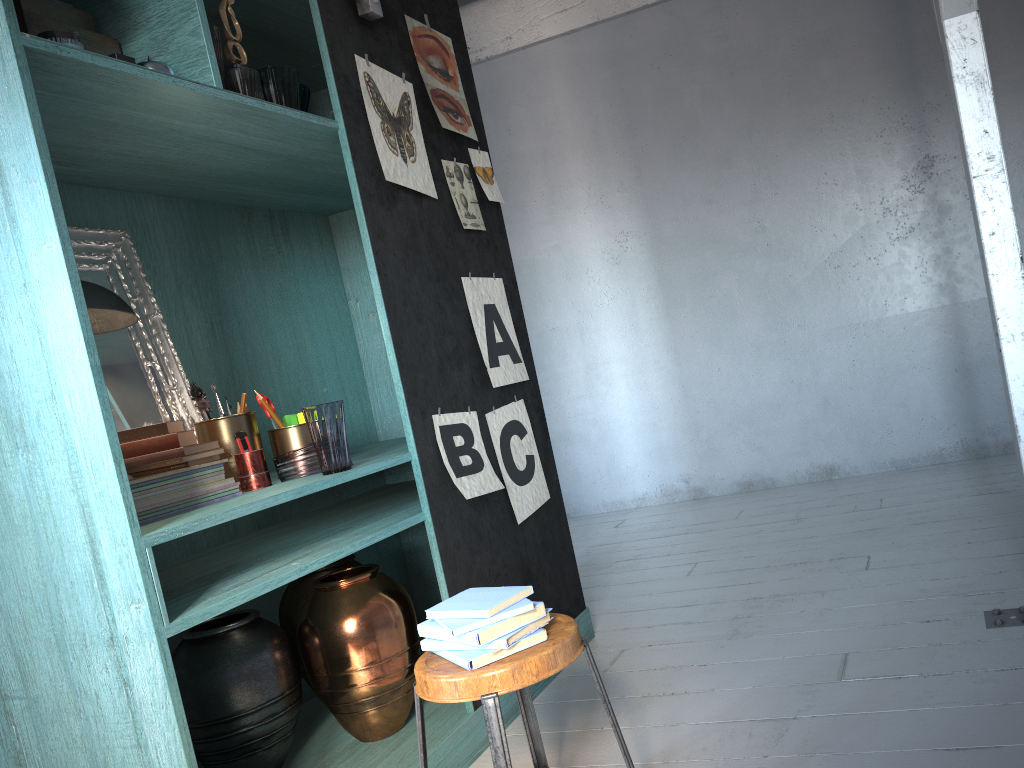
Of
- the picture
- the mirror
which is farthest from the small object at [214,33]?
the mirror

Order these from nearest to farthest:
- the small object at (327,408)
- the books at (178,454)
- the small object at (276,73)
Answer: the books at (178,454) < the small object at (327,408) < the small object at (276,73)

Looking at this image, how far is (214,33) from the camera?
2.69m

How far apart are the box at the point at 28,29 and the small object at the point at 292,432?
1.33m

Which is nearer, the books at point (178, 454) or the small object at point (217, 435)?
the books at point (178, 454)

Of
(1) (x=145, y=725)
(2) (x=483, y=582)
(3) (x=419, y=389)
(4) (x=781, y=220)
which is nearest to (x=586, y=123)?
(4) (x=781, y=220)

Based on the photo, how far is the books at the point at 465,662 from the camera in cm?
202

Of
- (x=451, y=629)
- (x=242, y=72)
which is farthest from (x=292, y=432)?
(x=451, y=629)

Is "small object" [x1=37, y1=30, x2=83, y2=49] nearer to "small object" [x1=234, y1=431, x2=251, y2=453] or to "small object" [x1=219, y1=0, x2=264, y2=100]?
"small object" [x1=219, y1=0, x2=264, y2=100]

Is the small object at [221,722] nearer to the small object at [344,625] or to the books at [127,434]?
the small object at [344,625]
